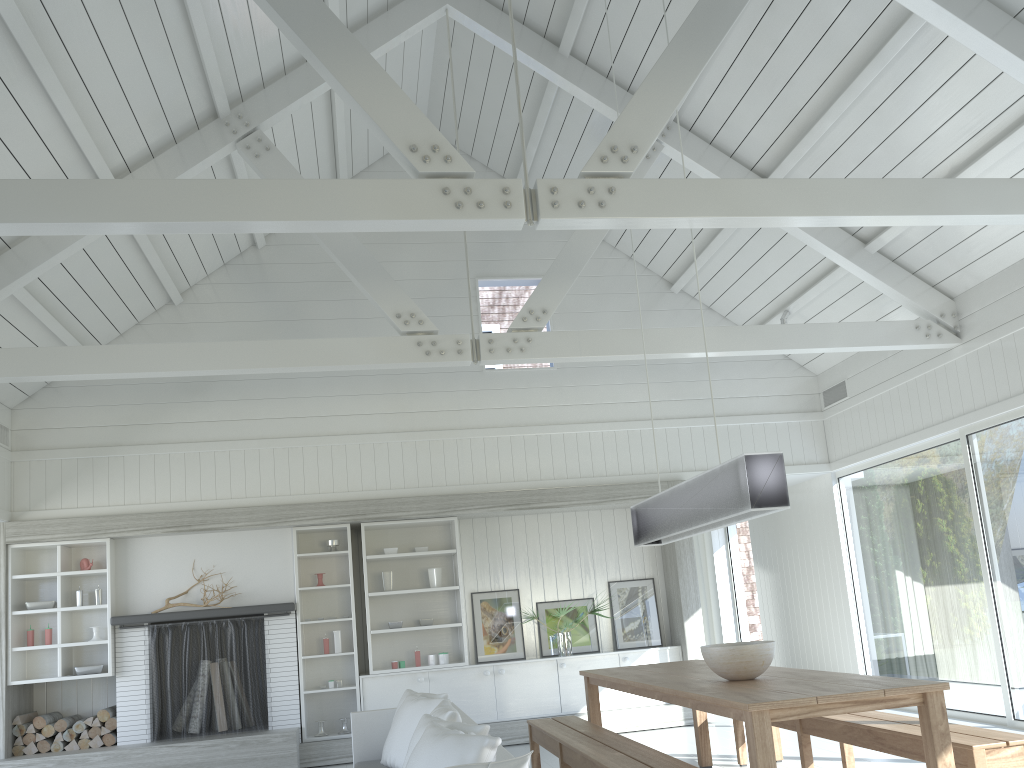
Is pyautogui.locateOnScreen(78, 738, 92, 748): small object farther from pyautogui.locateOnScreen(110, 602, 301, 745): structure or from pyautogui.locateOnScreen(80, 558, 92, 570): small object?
pyautogui.locateOnScreen(80, 558, 92, 570): small object

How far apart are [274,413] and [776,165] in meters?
5.1 m

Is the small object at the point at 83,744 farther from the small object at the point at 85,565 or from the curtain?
the curtain

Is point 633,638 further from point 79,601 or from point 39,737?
point 39,737

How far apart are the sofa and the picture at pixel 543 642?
2.51m

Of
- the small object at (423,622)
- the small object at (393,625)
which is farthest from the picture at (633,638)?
the small object at (393,625)

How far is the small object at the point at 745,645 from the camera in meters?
4.4

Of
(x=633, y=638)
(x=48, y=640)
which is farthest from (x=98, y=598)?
(x=633, y=638)

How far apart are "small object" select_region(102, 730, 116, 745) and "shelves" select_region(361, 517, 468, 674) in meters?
2.3

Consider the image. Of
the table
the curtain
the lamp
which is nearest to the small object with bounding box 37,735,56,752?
the table
